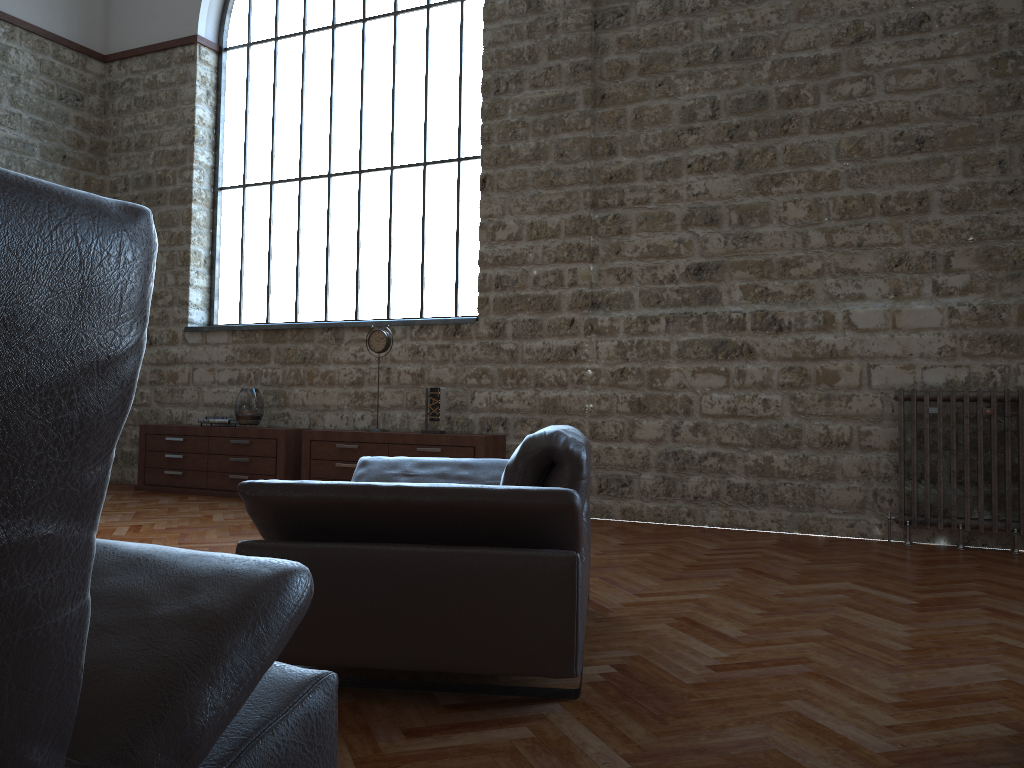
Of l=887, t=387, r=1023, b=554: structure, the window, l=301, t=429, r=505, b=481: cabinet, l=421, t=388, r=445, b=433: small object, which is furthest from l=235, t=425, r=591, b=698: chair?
the window

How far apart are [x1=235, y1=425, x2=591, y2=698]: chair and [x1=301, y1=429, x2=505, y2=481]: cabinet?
2.8 meters

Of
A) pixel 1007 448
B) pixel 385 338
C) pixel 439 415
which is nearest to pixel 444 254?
pixel 385 338

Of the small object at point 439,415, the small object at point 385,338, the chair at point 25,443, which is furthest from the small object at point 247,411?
the chair at point 25,443

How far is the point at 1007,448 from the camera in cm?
528

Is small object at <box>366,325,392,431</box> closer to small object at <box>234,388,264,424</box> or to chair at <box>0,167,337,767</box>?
small object at <box>234,388,264,424</box>

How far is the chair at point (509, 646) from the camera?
2.4 meters

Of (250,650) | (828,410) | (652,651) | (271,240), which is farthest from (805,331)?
(250,650)

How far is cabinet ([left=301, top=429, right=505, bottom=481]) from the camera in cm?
665

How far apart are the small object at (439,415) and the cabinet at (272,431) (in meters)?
1.38
